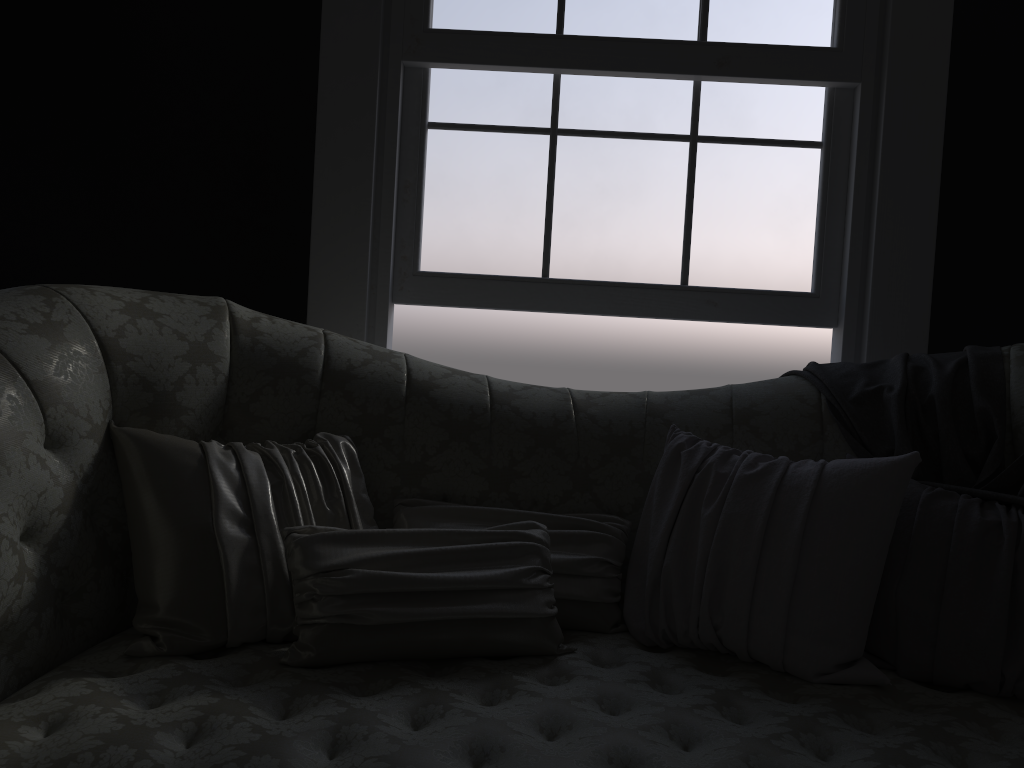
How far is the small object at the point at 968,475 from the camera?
1.9 meters

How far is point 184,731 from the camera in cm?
131

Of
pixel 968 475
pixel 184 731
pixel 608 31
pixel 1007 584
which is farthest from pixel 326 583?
pixel 608 31

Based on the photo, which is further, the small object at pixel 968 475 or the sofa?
the small object at pixel 968 475

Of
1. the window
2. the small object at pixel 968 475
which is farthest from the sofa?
the window

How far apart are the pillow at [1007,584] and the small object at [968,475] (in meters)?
0.01

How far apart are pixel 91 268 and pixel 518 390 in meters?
1.5

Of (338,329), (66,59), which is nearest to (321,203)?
(338,329)

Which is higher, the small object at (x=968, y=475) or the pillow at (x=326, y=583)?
the small object at (x=968, y=475)

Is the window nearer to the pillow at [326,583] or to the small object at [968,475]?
the small object at [968,475]
